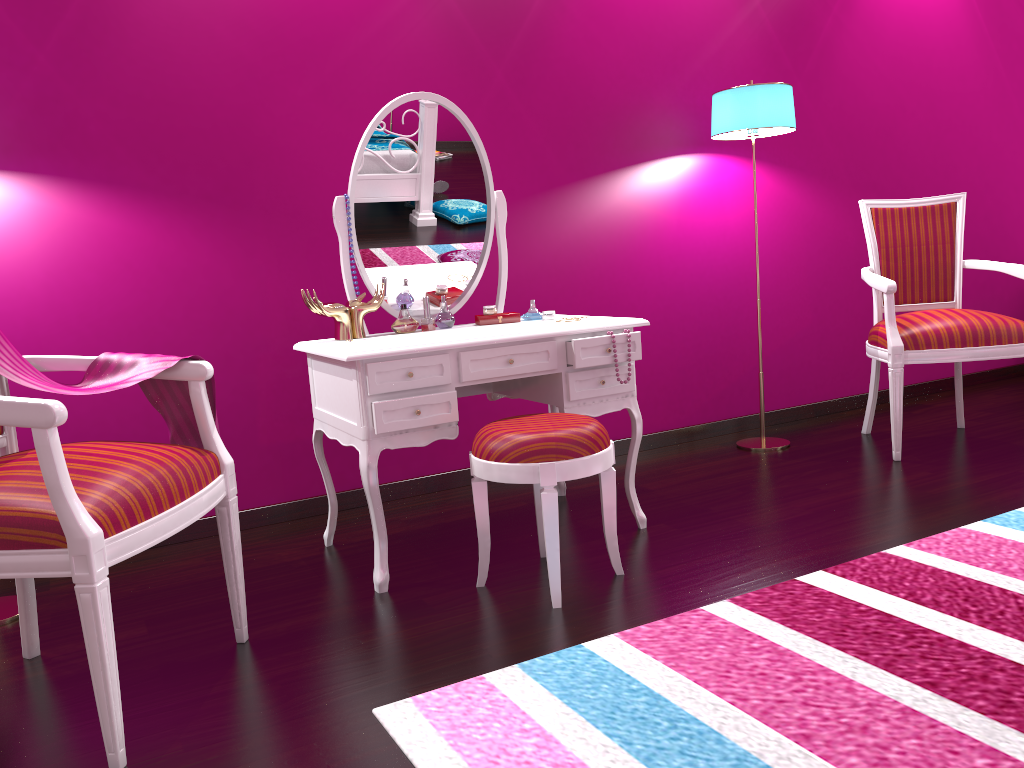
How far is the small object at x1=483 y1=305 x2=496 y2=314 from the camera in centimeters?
259cm

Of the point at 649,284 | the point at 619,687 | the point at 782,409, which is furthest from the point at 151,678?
the point at 782,409

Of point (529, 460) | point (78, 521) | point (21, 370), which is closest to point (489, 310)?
point (529, 460)

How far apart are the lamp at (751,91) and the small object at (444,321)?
1.32m

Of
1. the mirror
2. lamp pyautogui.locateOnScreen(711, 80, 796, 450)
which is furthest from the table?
lamp pyautogui.locateOnScreen(711, 80, 796, 450)

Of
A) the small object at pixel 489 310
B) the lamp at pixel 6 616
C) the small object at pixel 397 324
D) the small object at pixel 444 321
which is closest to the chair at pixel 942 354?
the small object at pixel 489 310

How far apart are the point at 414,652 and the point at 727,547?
0.91m

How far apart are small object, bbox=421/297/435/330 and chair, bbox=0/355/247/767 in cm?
78

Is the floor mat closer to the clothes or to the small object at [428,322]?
the clothes

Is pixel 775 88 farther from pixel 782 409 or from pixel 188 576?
pixel 188 576
